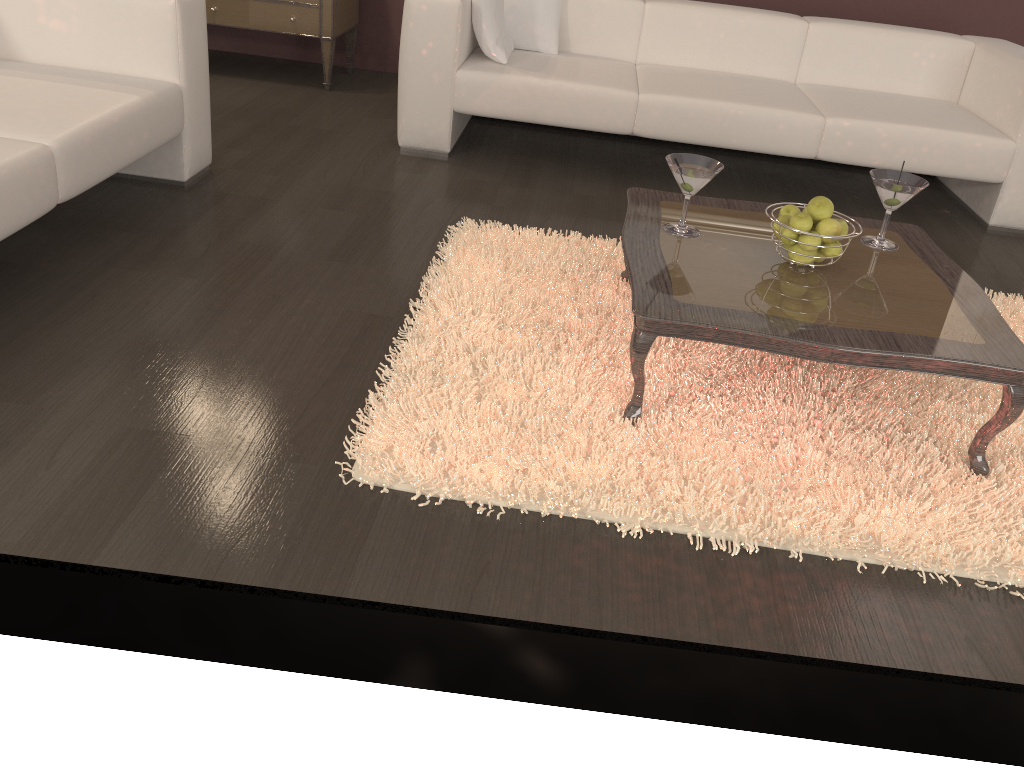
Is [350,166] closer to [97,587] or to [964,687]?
[97,587]

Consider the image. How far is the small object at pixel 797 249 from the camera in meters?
2.1 m

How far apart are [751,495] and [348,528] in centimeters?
85cm

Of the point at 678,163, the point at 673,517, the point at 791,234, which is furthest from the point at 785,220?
the point at 673,517

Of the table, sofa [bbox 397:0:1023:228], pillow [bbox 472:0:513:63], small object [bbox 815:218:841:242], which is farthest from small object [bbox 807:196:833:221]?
pillow [bbox 472:0:513:63]

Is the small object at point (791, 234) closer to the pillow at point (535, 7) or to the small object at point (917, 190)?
the small object at point (917, 190)

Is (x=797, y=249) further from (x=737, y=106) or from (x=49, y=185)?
(x=49, y=185)

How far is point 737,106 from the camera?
3.46m

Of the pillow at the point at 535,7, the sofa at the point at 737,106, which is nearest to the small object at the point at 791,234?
the sofa at the point at 737,106

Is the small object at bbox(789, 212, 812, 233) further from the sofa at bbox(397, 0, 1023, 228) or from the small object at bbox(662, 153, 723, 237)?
the sofa at bbox(397, 0, 1023, 228)
